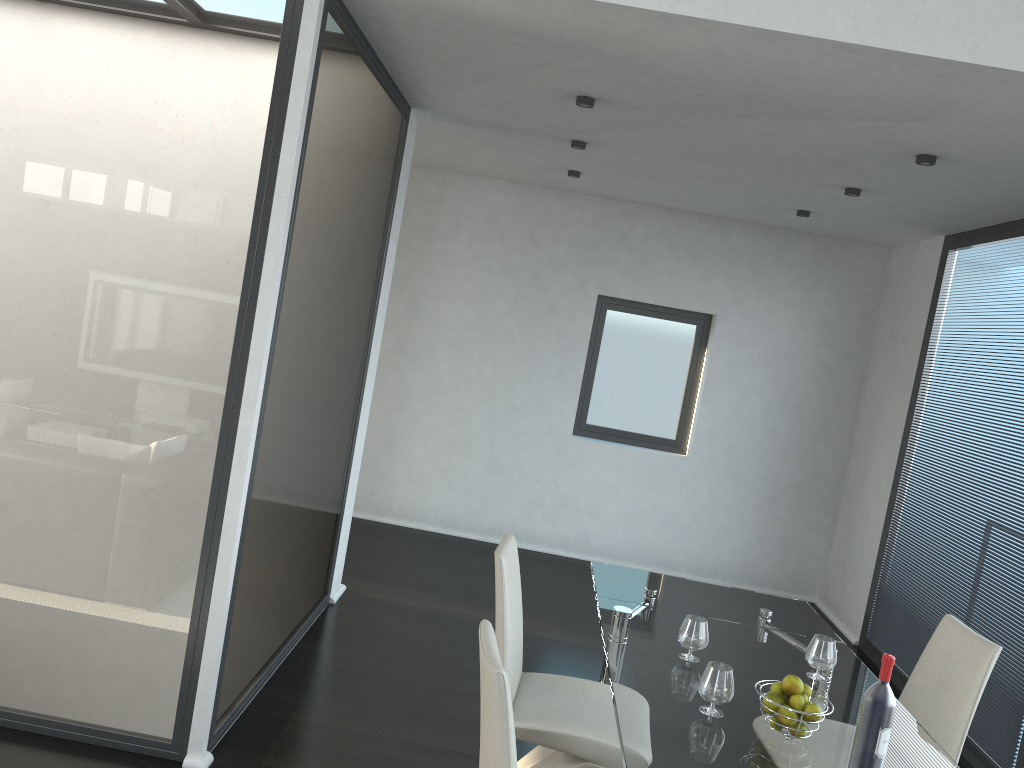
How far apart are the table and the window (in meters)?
3.14

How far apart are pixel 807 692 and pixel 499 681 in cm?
99

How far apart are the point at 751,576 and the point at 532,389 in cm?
218

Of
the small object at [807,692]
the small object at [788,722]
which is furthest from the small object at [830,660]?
the small object at [788,722]

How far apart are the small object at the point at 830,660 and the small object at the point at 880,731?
0.7m

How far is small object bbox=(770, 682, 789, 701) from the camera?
2.39m

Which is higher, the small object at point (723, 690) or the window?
the window

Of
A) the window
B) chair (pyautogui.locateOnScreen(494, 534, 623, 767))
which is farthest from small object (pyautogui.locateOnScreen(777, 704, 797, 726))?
the window

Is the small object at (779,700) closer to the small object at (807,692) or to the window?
the small object at (807,692)

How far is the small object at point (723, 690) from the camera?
2.4 meters
